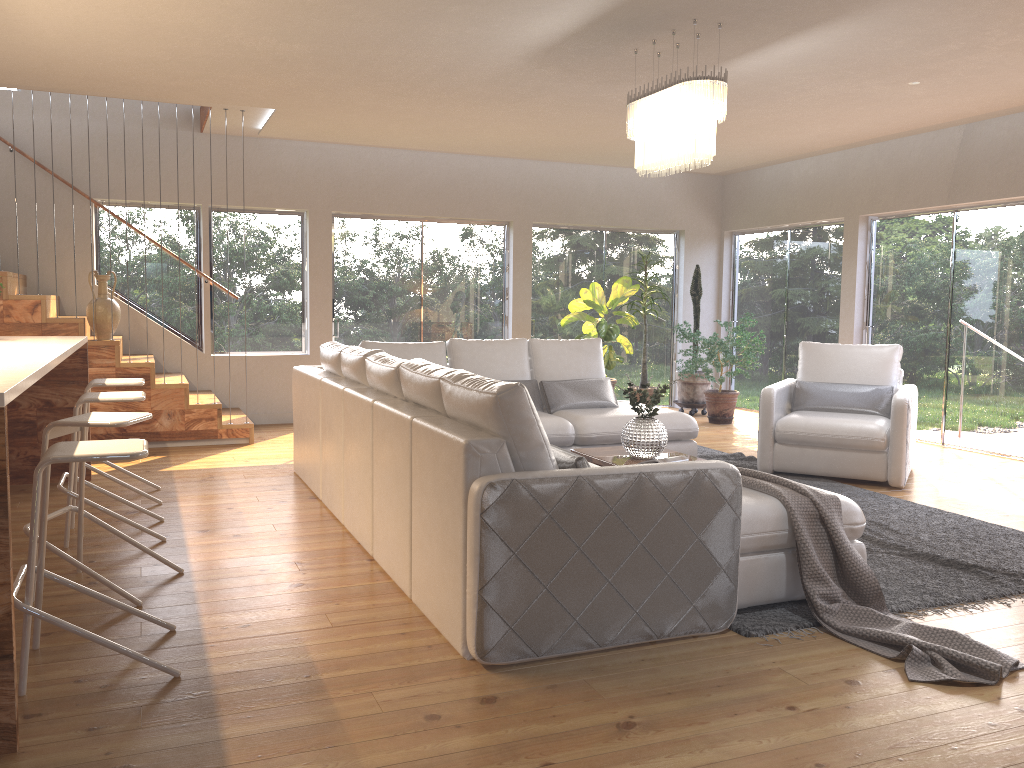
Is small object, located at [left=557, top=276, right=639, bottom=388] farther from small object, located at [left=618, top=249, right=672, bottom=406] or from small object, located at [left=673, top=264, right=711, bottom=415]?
small object, located at [left=673, top=264, right=711, bottom=415]

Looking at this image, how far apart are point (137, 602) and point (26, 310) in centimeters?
429cm

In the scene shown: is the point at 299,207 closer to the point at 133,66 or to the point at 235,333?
the point at 235,333

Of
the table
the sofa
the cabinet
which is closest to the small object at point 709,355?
the sofa

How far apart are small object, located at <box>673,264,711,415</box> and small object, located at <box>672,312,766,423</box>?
0.2m

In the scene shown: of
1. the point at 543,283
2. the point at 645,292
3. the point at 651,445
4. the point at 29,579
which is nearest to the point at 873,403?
the point at 651,445

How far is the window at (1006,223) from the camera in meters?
7.4

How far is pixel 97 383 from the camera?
5.2m

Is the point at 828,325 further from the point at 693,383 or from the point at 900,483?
the point at 900,483

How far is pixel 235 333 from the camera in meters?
8.8
